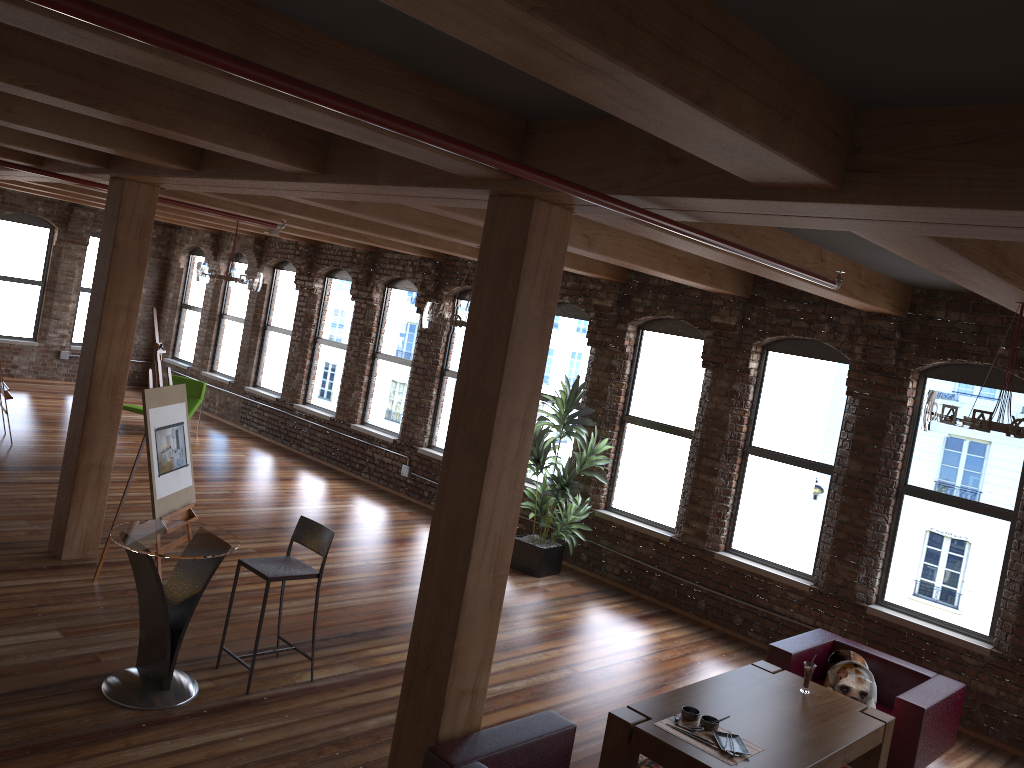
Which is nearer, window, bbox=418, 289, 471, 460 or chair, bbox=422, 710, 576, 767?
chair, bbox=422, 710, 576, 767

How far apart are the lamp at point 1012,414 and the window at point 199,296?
13.6 meters

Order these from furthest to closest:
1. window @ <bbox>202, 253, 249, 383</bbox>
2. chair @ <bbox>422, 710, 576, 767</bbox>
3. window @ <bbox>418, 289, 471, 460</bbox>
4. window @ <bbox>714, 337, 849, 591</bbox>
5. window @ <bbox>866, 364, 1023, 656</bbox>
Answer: window @ <bbox>202, 253, 249, 383</bbox> < window @ <bbox>418, 289, 471, 460</bbox> < window @ <bbox>714, 337, 849, 591</bbox> < window @ <bbox>866, 364, 1023, 656</bbox> < chair @ <bbox>422, 710, 576, 767</bbox>

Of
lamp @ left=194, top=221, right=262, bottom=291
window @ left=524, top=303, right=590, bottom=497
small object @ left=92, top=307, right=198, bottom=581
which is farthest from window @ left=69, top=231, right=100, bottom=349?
small object @ left=92, top=307, right=198, bottom=581

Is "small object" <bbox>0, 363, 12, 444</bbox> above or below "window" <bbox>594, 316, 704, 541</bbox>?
below

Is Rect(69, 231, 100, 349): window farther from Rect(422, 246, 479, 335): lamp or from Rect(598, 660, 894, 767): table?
Rect(598, 660, 894, 767): table

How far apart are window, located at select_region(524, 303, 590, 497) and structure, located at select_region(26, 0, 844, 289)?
5.1 meters

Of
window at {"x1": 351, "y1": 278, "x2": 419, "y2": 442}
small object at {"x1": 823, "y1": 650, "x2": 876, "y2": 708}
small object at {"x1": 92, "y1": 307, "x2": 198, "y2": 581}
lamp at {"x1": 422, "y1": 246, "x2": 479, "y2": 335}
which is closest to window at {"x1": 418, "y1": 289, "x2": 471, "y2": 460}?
window at {"x1": 351, "y1": 278, "x2": 419, "y2": 442}

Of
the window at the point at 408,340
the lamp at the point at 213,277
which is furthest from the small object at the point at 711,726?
the lamp at the point at 213,277

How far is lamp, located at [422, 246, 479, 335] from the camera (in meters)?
7.62
